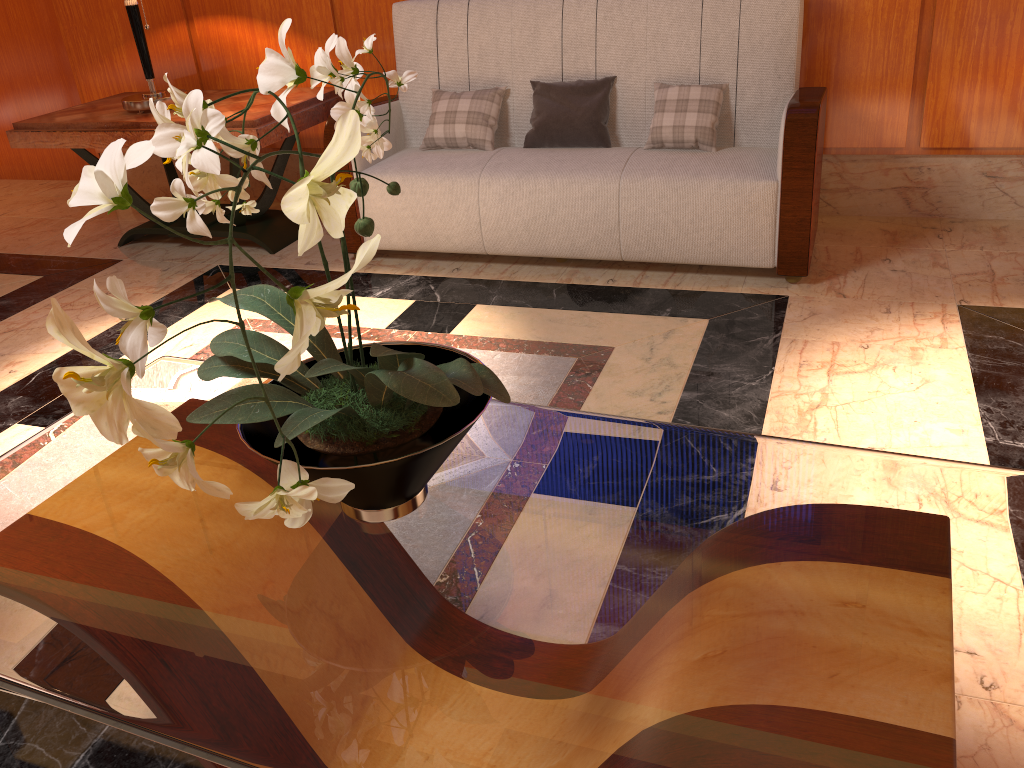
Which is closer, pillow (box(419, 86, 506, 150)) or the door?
pillow (box(419, 86, 506, 150))

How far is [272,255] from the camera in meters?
3.8 m

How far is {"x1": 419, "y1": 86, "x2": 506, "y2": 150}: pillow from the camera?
3.37m

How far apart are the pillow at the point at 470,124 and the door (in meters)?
2.70

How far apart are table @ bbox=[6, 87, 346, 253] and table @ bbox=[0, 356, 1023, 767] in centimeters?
182cm

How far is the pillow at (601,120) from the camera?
3.3 meters

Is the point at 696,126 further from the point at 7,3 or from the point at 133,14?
the point at 7,3

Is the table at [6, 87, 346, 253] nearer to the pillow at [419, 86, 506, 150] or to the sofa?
the sofa

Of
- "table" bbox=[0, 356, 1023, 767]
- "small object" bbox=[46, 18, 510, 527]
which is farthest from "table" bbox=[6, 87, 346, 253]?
"small object" bbox=[46, 18, 510, 527]

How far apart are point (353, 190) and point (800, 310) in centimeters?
202cm
